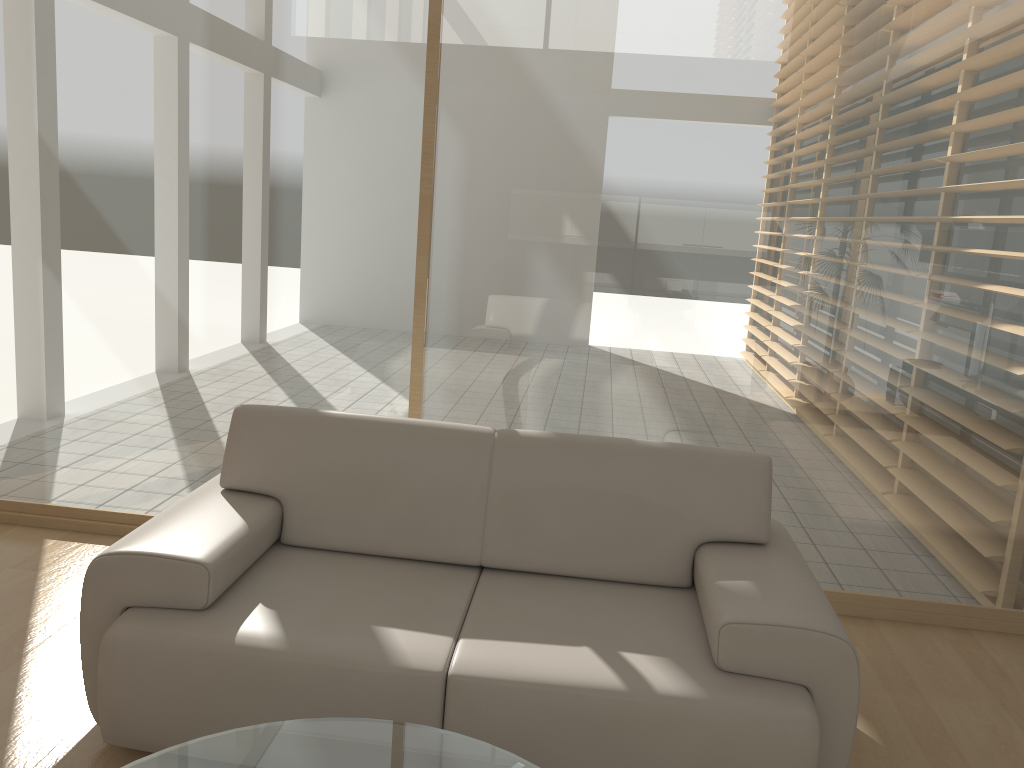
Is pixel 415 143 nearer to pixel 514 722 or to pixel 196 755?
pixel 514 722

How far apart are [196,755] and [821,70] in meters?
3.0 m

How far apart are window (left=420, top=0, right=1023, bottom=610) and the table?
1.8 meters

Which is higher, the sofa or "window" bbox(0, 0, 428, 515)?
"window" bbox(0, 0, 428, 515)

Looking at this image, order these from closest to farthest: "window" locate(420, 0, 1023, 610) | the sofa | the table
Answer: the table < the sofa < "window" locate(420, 0, 1023, 610)

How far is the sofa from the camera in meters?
2.2

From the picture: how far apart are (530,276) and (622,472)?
1.08m

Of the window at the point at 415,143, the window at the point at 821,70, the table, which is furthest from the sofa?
the window at the point at 415,143

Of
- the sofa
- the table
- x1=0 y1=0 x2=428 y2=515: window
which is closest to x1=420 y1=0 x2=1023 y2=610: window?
x1=0 y1=0 x2=428 y2=515: window

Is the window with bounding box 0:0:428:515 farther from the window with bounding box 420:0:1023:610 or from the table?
the table
